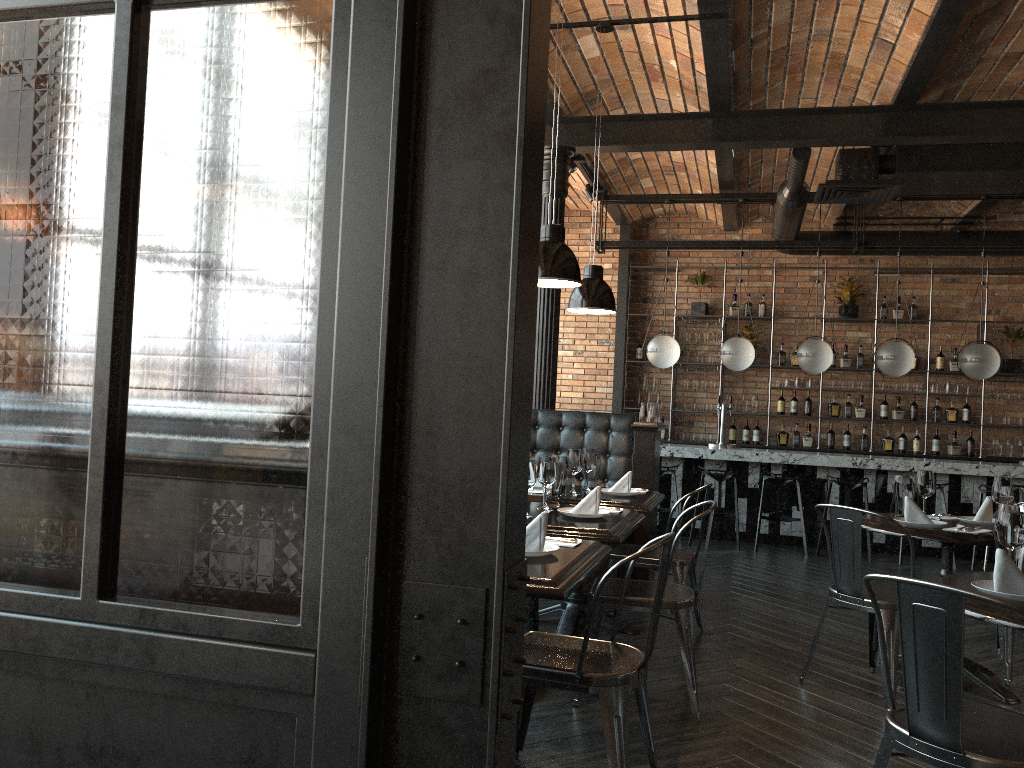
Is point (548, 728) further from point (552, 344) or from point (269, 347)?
point (552, 344)

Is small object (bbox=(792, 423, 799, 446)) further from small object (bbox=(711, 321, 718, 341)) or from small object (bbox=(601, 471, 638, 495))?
small object (bbox=(601, 471, 638, 495))

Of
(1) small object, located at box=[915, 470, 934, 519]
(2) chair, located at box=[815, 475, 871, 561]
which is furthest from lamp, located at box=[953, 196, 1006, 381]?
(1) small object, located at box=[915, 470, 934, 519]

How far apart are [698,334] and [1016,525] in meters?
8.0 m

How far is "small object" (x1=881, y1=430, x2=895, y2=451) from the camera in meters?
10.1 m

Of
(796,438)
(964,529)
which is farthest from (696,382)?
(964,529)

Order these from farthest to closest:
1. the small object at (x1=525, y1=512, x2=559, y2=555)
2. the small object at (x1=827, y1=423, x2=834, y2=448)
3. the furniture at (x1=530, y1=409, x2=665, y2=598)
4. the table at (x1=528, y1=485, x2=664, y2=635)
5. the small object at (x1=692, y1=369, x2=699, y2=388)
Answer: the small object at (x1=692, y1=369, x2=699, y2=388) < the small object at (x1=827, y1=423, x2=834, y2=448) < the furniture at (x1=530, y1=409, x2=665, y2=598) < the table at (x1=528, y1=485, x2=664, y2=635) < the small object at (x1=525, y1=512, x2=559, y2=555)

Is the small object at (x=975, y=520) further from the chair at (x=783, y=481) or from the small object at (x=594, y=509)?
the chair at (x=783, y=481)

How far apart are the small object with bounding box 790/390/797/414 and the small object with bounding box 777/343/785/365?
0.5m

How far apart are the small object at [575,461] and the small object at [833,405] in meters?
6.3 m
